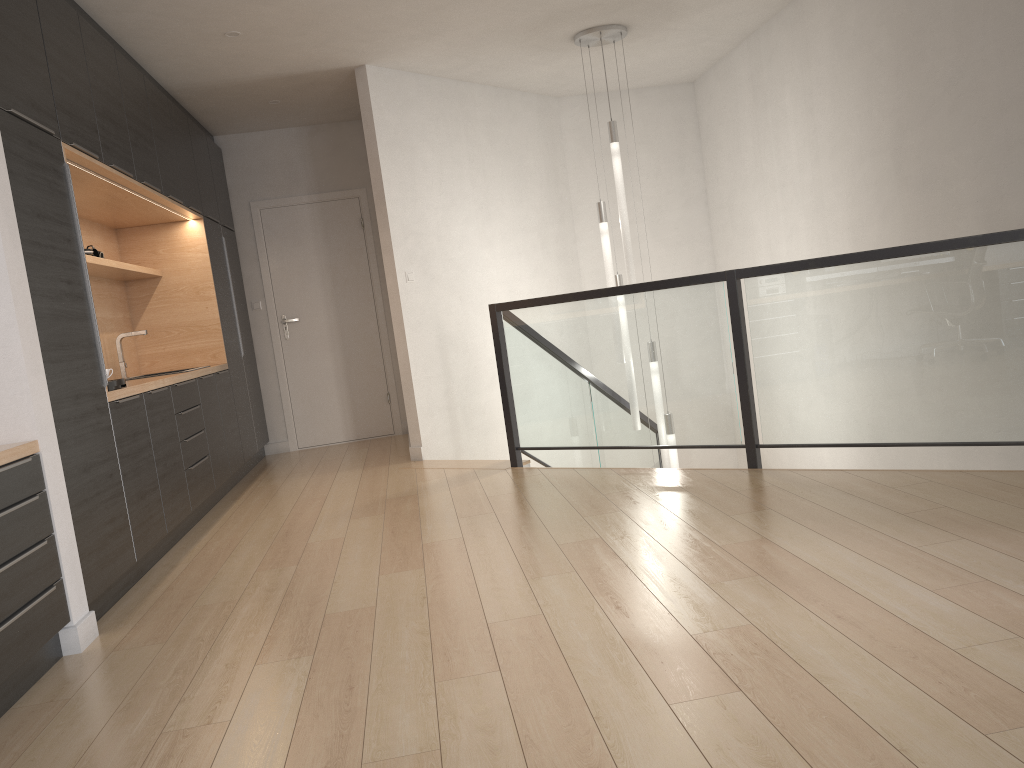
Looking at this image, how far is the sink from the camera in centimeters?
556cm

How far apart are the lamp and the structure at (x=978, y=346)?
0.3m

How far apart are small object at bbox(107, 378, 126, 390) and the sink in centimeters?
174cm

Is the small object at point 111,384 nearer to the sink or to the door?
the sink

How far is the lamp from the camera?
5.85m

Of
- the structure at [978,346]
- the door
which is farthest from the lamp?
the door

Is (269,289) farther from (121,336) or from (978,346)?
(978,346)

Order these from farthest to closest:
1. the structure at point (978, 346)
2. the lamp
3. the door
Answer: the door
the lamp
the structure at point (978, 346)

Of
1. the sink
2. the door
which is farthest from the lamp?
the sink

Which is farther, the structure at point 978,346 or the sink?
the sink
